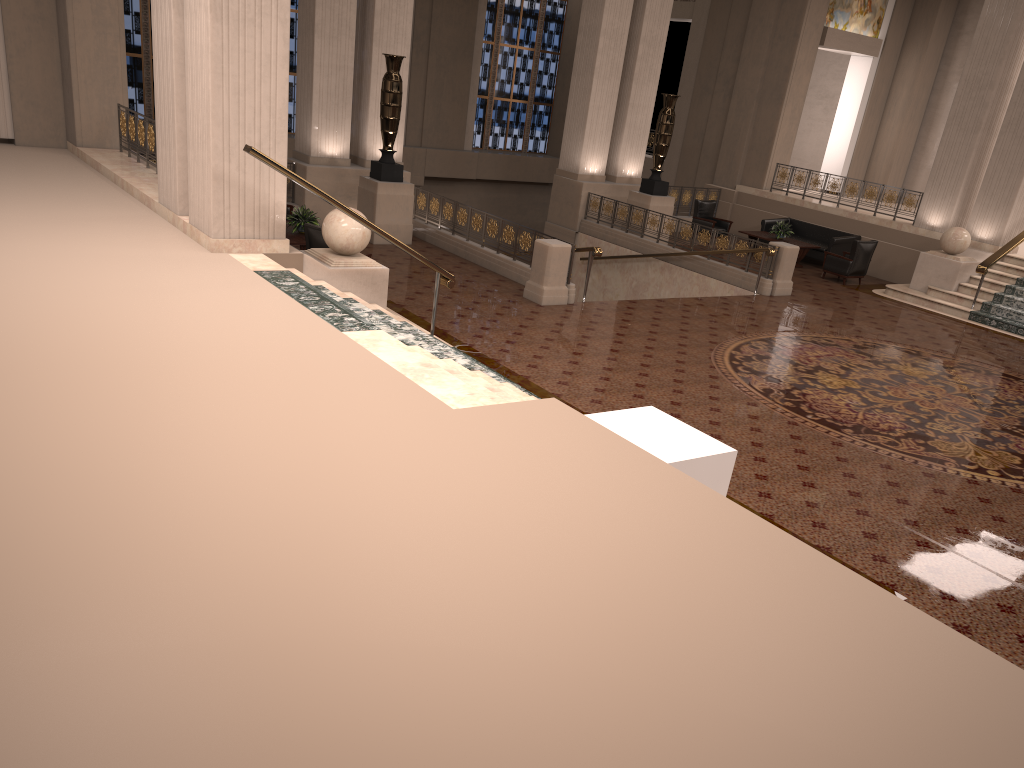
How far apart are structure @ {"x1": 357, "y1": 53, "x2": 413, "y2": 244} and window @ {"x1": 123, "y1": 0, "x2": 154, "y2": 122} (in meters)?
8.50

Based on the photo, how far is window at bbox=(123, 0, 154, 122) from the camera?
19.5m

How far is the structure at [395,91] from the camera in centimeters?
1412cm

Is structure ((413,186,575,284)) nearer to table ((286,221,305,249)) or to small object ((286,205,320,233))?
small object ((286,205,320,233))

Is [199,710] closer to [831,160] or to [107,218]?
[107,218]

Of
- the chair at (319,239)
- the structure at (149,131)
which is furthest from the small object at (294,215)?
the structure at (149,131)

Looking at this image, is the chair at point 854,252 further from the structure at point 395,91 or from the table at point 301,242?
the table at point 301,242

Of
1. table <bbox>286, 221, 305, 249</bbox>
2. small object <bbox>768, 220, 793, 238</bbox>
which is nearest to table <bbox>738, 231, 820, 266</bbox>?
small object <bbox>768, 220, 793, 238</bbox>

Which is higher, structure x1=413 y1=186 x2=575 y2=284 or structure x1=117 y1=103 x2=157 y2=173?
structure x1=117 y1=103 x2=157 y2=173

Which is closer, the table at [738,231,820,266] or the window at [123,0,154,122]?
the table at [738,231,820,266]
